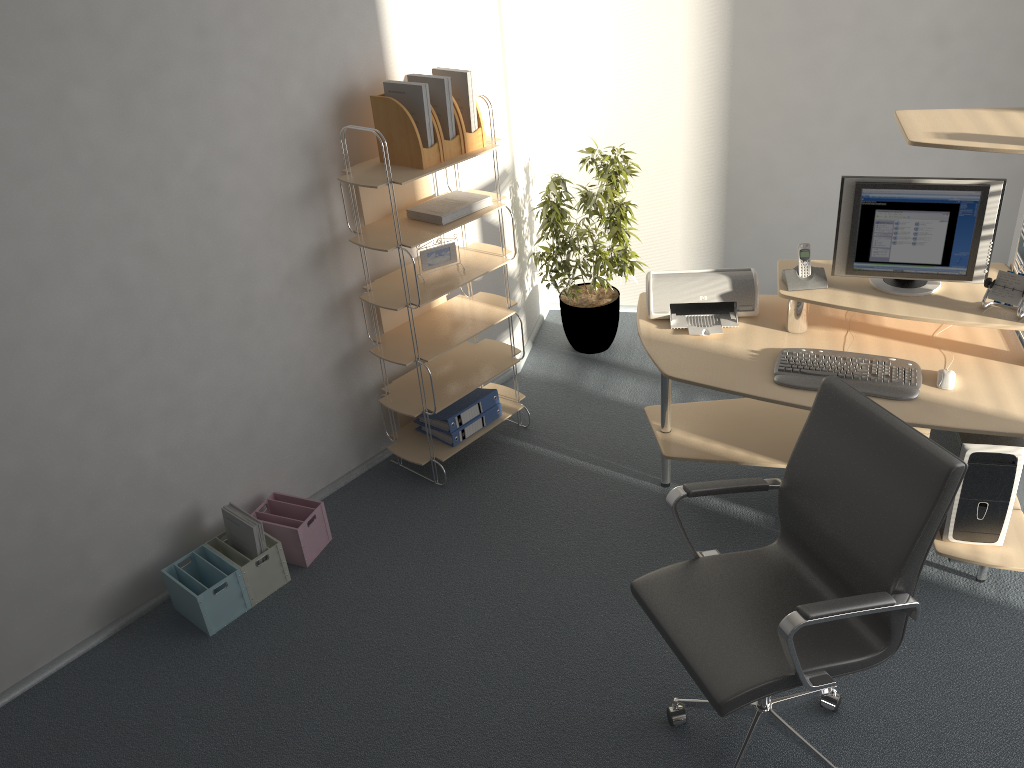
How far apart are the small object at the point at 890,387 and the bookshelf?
1.26m

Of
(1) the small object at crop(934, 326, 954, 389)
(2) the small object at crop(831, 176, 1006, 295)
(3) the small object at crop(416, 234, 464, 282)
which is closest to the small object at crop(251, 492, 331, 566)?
(3) the small object at crop(416, 234, 464, 282)

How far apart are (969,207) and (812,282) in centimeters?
57cm

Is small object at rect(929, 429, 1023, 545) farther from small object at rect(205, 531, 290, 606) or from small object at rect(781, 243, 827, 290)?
small object at rect(205, 531, 290, 606)

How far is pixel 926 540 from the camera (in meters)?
2.16

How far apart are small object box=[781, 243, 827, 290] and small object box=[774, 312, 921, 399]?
0.26m

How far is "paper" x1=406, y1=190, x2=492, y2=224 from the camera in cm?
357

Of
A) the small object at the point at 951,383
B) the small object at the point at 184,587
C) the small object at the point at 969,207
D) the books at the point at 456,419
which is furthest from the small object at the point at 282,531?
the small object at the point at 951,383

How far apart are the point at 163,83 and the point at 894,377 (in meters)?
2.62

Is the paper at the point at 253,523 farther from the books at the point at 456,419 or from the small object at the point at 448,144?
the small object at the point at 448,144
